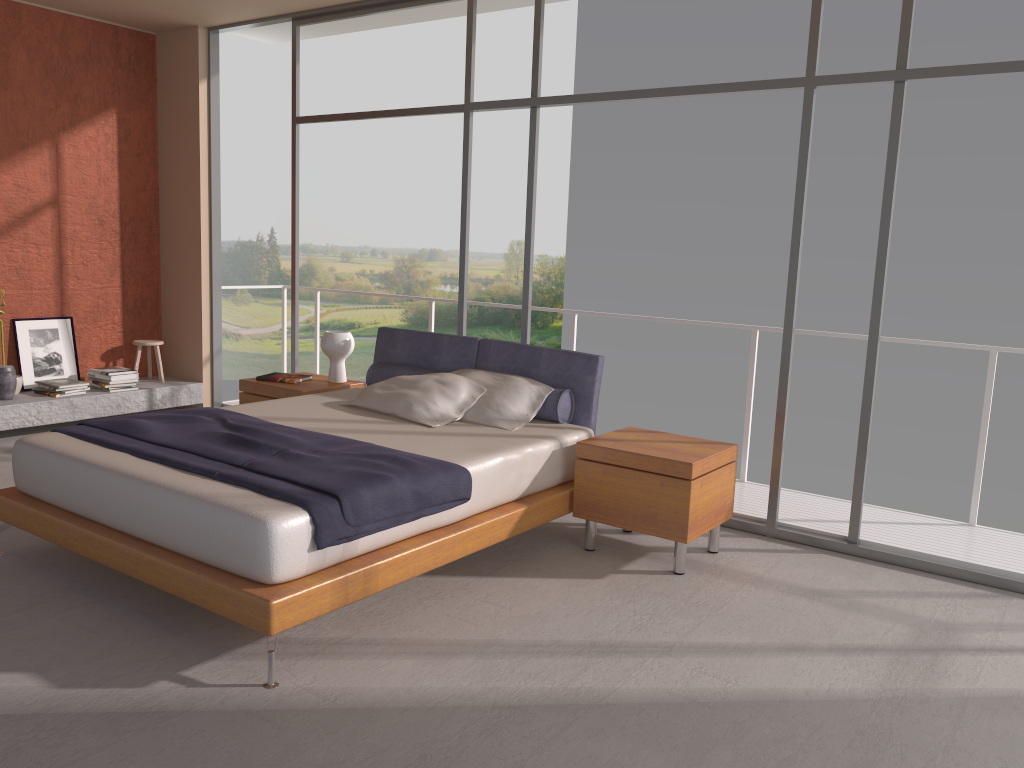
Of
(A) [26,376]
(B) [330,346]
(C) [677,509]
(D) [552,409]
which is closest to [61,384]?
(A) [26,376]

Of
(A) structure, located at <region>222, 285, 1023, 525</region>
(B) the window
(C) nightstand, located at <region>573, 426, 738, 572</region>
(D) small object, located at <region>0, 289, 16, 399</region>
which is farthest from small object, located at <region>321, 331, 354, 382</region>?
(D) small object, located at <region>0, 289, 16, 399</region>

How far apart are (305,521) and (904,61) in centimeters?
350cm

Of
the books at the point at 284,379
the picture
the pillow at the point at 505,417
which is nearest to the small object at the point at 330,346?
the books at the point at 284,379

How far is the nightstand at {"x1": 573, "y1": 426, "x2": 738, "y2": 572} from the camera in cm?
413

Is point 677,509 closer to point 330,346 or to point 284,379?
point 330,346

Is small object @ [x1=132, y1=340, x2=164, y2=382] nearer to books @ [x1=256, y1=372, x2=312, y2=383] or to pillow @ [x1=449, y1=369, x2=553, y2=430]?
books @ [x1=256, y1=372, x2=312, y2=383]

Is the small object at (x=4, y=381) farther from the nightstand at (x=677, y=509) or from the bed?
the nightstand at (x=677, y=509)

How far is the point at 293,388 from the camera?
5.65m

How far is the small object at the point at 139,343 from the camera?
7.31m
